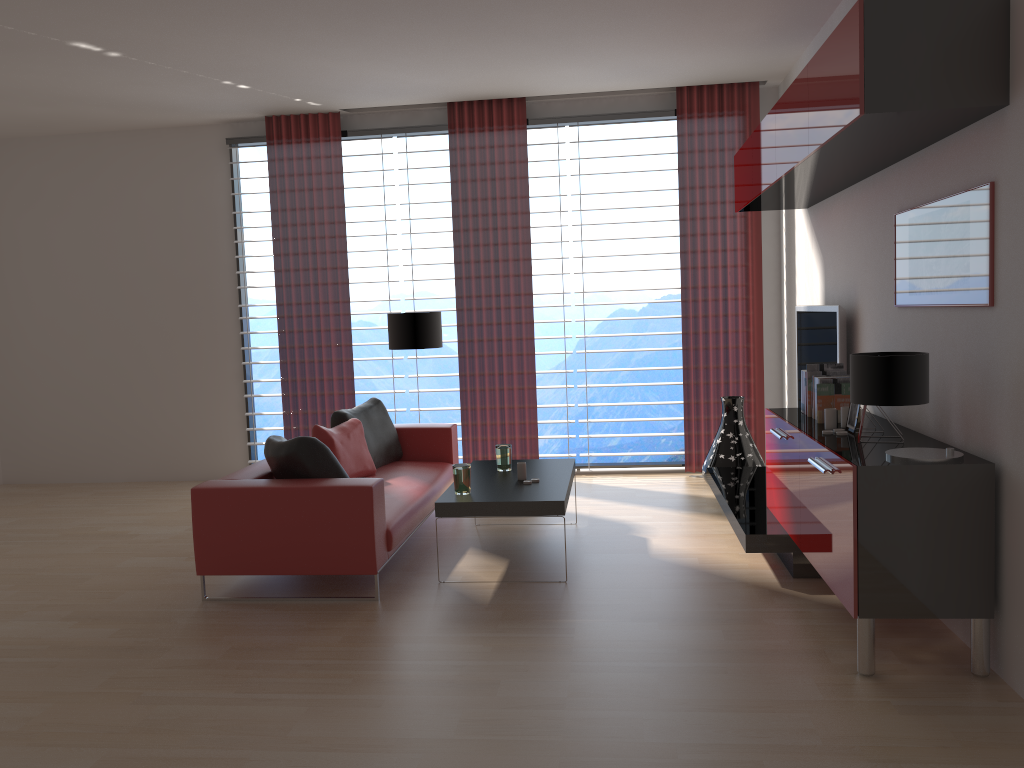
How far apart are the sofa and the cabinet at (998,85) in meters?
3.4

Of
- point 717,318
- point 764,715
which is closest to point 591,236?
point 717,318

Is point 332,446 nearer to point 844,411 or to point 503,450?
point 503,450

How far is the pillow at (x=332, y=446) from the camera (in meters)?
7.49

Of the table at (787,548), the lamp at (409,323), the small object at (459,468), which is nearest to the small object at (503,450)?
the small object at (459,468)

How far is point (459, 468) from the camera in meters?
6.4

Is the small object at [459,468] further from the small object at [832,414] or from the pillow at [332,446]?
the small object at [832,414]

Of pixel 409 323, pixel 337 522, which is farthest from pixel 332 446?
pixel 409 323

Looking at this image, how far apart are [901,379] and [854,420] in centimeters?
117cm

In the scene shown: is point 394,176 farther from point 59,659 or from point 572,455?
point 59,659
